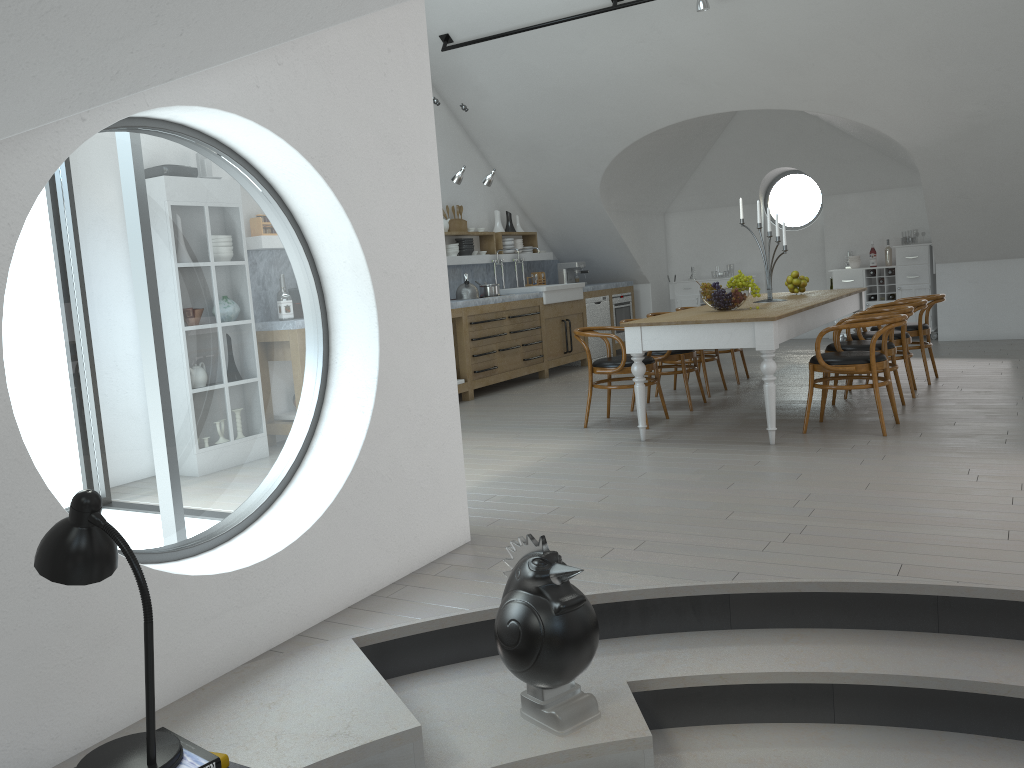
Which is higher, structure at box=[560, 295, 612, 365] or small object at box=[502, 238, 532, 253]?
small object at box=[502, 238, 532, 253]

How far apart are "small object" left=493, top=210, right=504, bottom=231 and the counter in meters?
0.5

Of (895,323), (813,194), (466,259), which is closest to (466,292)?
(466,259)

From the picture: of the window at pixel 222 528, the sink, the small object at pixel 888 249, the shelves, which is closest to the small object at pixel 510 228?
the shelves

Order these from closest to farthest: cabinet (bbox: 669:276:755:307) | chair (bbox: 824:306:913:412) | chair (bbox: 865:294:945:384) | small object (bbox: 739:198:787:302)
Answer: chair (bbox: 824:306:913:412) → small object (bbox: 739:198:787:302) → chair (bbox: 865:294:945:384) → cabinet (bbox: 669:276:755:307)

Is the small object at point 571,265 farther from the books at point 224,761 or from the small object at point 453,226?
the books at point 224,761

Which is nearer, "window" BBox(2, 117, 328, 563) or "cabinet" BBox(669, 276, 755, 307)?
"cabinet" BBox(669, 276, 755, 307)

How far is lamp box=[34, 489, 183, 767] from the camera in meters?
2.0 m

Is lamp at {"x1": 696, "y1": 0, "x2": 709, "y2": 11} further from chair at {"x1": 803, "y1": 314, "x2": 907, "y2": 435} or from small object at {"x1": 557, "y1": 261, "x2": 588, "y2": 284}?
small object at {"x1": 557, "y1": 261, "x2": 588, "y2": 284}

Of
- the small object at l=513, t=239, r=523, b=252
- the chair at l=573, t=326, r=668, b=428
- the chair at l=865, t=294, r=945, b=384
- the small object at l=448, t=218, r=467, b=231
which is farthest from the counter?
the chair at l=865, t=294, r=945, b=384
